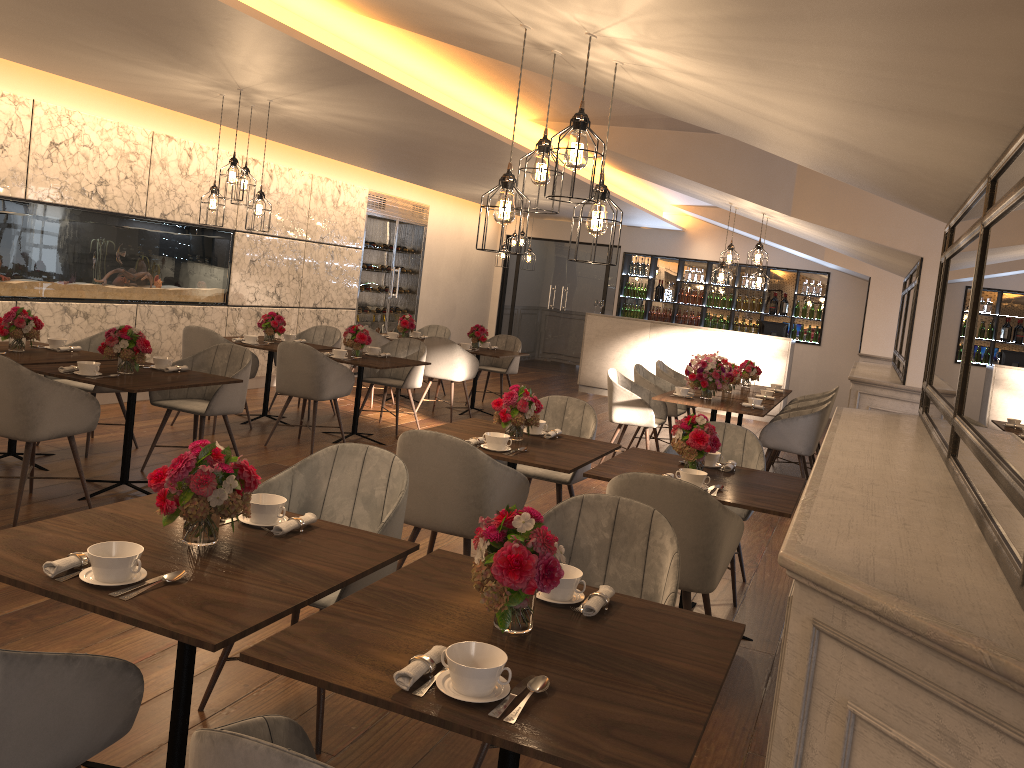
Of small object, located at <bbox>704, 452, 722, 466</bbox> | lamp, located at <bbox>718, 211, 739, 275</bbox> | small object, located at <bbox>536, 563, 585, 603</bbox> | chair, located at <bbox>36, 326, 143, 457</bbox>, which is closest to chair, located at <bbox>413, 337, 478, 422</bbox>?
lamp, located at <bbox>718, 211, 739, 275</bbox>

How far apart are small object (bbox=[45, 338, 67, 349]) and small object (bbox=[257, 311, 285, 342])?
2.2 meters

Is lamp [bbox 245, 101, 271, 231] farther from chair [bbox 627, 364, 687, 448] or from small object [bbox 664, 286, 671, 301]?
small object [bbox 664, 286, 671, 301]

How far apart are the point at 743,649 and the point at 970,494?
2.2m

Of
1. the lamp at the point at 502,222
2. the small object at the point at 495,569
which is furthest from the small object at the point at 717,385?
the small object at the point at 495,569

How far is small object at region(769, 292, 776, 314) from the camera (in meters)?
13.93

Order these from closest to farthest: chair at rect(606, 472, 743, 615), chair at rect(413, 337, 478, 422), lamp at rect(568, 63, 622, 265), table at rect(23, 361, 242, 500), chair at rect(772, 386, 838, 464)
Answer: lamp at rect(568, 63, 622, 265)
chair at rect(606, 472, 743, 615)
table at rect(23, 361, 242, 500)
chair at rect(772, 386, 838, 464)
chair at rect(413, 337, 478, 422)

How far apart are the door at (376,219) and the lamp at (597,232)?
8.71m

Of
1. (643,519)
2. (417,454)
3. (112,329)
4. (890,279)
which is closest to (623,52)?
(643,519)

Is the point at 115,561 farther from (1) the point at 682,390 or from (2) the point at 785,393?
(2) the point at 785,393
